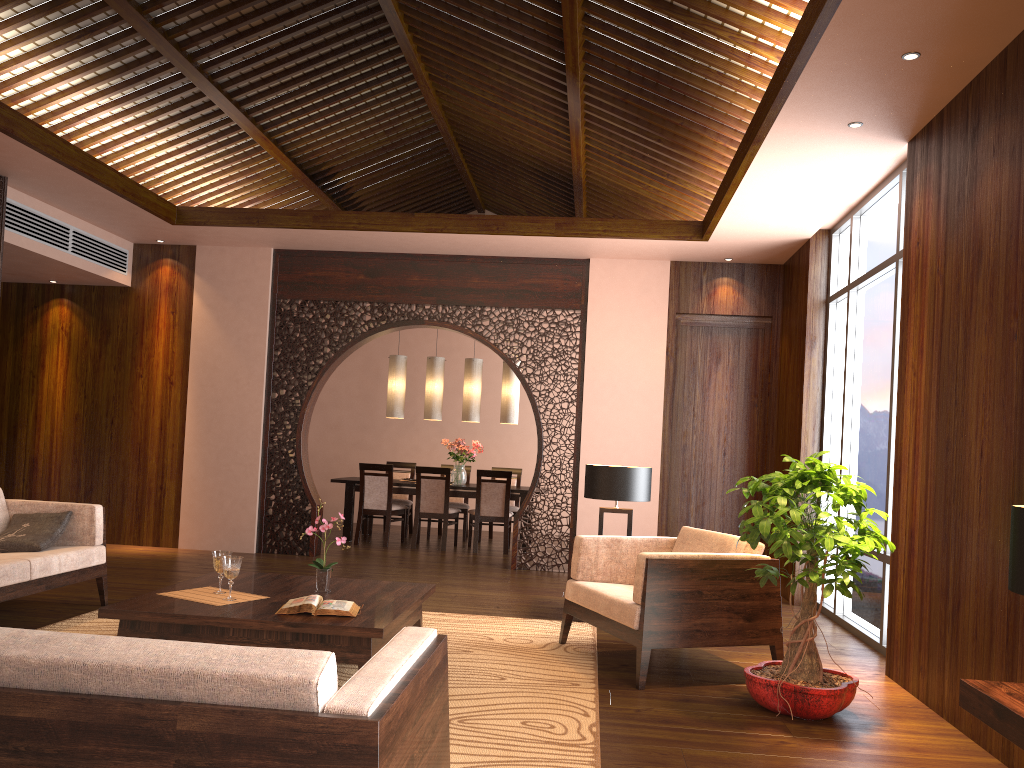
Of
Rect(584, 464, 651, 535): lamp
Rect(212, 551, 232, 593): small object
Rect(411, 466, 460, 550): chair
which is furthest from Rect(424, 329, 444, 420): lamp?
Rect(212, 551, 232, 593): small object

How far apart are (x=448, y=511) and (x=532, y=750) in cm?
600

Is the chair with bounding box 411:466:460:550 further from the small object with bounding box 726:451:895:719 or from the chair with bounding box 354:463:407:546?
the small object with bounding box 726:451:895:719

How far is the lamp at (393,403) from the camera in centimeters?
980cm

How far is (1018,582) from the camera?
2.22m

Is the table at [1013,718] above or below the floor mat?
above

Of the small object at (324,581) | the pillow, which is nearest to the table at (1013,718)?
the small object at (324,581)

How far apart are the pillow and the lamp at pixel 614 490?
3.2m

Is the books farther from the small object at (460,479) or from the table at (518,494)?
the small object at (460,479)

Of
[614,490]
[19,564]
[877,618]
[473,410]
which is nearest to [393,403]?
Result: [473,410]
